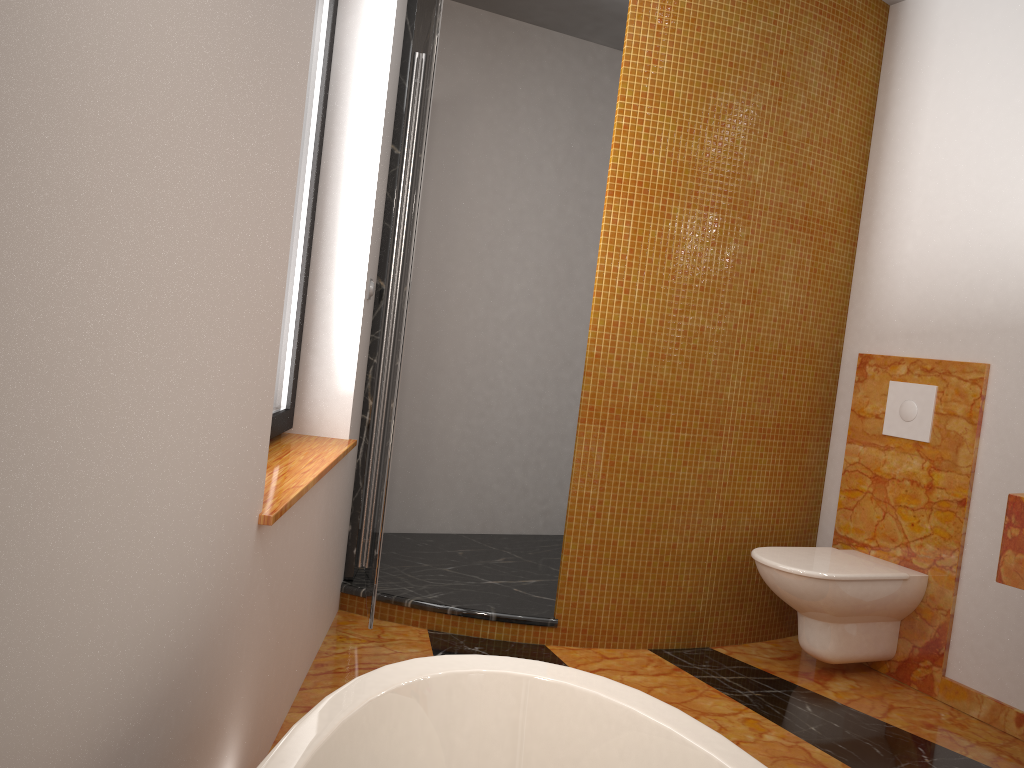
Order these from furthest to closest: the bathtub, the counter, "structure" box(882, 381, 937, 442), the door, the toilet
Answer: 1. "structure" box(882, 381, 937, 442)
2. the toilet
3. the door
4. the counter
5. the bathtub

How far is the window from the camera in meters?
2.6

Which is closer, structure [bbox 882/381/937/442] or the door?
the door

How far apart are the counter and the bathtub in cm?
135

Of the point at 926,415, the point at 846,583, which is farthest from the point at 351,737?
the point at 926,415

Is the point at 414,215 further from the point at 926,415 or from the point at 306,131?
the point at 926,415

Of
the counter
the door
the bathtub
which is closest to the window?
the door

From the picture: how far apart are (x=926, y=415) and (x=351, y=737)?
2.5 meters

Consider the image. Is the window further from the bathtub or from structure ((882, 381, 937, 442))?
structure ((882, 381, 937, 442))

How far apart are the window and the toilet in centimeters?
165cm
